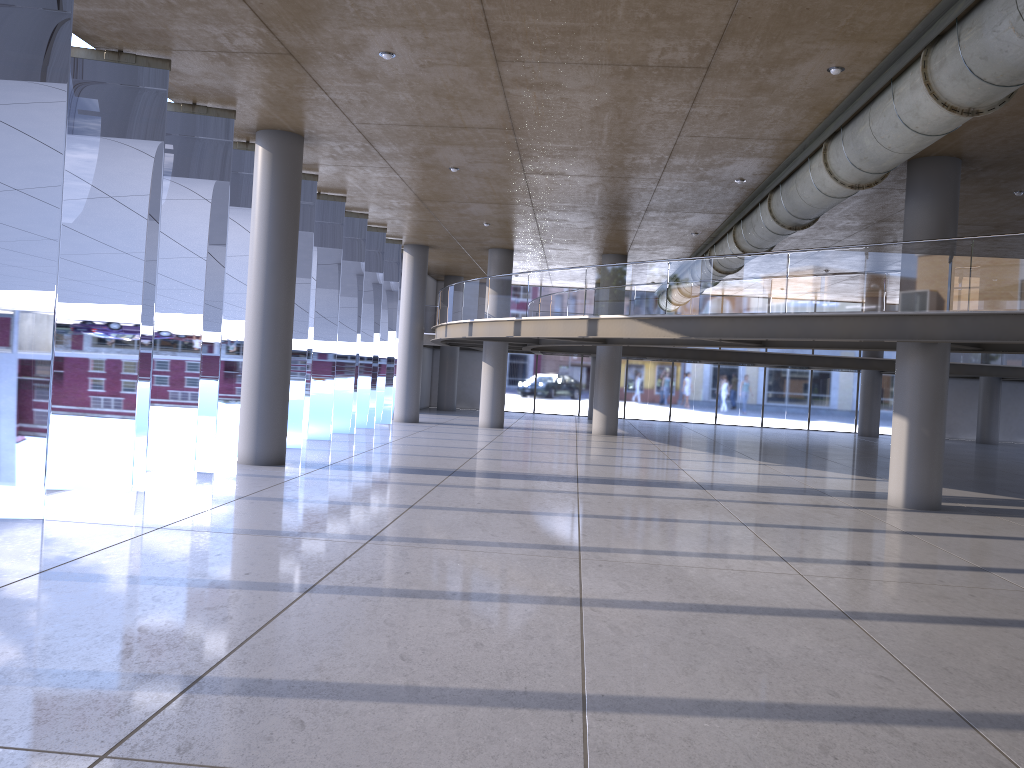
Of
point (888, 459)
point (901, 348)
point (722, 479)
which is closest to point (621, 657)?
point (901, 348)
